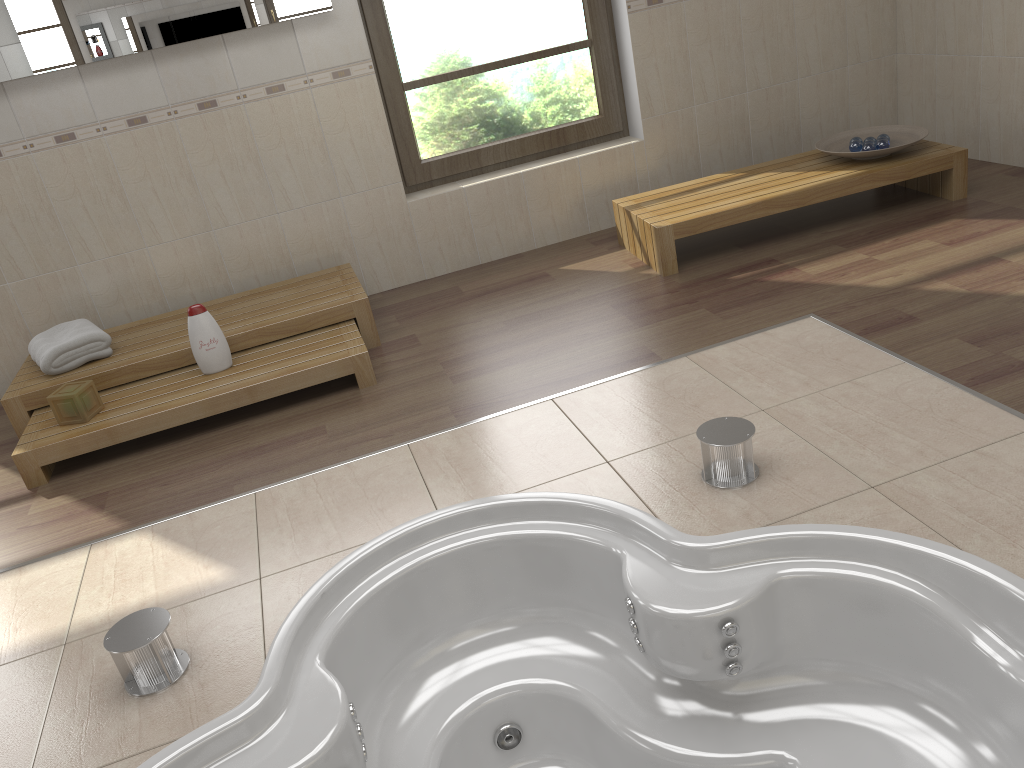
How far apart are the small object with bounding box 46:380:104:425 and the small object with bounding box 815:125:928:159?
3.3m

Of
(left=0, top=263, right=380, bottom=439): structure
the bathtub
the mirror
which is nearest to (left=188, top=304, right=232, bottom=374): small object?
(left=0, top=263, right=380, bottom=439): structure

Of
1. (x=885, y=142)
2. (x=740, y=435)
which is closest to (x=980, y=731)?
(x=740, y=435)

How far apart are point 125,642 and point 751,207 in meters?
2.9 m

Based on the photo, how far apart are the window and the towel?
1.63m

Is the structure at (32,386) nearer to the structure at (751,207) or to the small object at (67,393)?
the small object at (67,393)

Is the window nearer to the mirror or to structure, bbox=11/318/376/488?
the mirror

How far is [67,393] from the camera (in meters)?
3.19

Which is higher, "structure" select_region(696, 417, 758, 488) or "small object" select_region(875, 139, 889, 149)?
"small object" select_region(875, 139, 889, 149)

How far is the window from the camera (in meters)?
4.24
